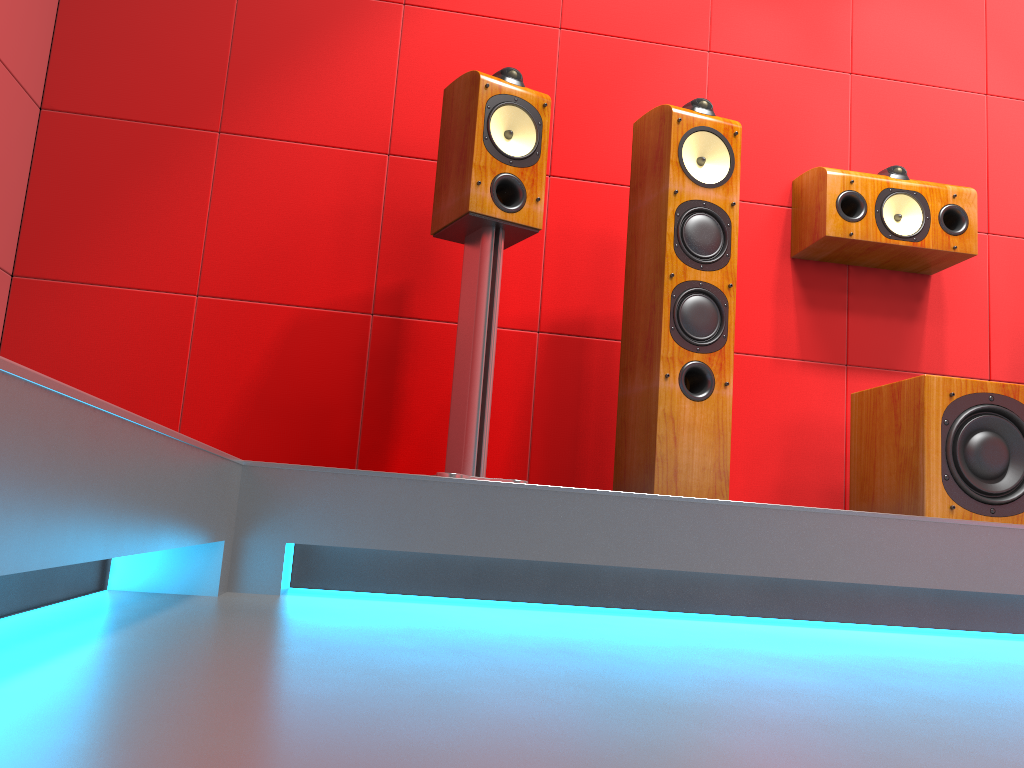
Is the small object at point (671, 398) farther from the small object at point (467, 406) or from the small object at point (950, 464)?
the small object at point (950, 464)

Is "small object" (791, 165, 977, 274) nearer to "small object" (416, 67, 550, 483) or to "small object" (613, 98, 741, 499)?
"small object" (613, 98, 741, 499)

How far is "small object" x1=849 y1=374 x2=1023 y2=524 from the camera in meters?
2.2

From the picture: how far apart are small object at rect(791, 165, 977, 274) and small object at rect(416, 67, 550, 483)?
0.9m

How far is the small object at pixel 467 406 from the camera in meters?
2.1 m

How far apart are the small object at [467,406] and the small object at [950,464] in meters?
1.0

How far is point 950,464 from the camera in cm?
215

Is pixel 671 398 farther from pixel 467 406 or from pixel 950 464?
pixel 950 464

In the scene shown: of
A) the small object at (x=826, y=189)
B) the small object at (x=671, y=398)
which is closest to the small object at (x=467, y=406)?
the small object at (x=671, y=398)

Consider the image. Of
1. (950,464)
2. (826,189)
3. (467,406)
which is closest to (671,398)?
(467,406)
